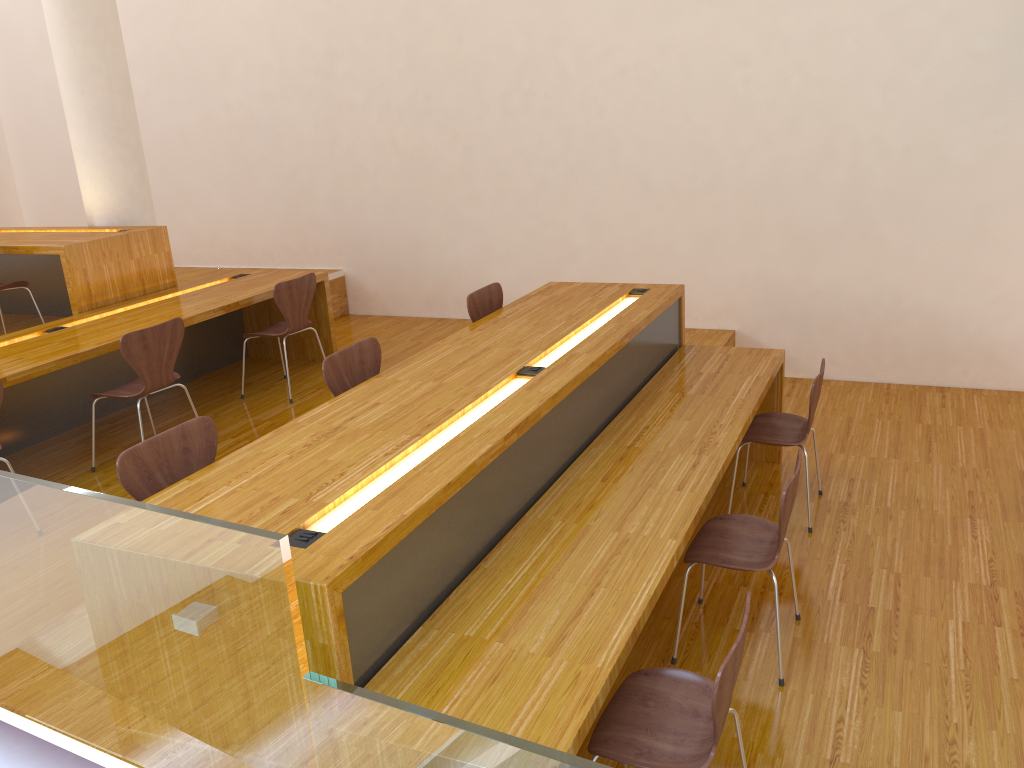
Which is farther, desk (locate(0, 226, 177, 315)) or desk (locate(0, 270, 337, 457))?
desk (locate(0, 226, 177, 315))

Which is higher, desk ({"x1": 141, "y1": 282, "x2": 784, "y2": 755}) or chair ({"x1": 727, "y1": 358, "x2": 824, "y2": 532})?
desk ({"x1": 141, "y1": 282, "x2": 784, "y2": 755})

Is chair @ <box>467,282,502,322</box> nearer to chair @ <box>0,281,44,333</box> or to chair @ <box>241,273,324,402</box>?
chair @ <box>241,273,324,402</box>

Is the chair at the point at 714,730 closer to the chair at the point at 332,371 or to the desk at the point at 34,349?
the chair at the point at 332,371

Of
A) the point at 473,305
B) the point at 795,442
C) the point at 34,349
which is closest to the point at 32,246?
the point at 34,349

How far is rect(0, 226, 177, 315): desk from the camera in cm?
497

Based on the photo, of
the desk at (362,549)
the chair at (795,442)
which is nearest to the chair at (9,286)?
the desk at (362,549)

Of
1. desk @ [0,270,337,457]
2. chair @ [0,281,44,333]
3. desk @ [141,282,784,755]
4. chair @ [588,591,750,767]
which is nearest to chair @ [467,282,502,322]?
desk @ [141,282,784,755]

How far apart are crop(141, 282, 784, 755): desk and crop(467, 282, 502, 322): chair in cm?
12

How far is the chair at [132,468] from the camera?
2.5m
